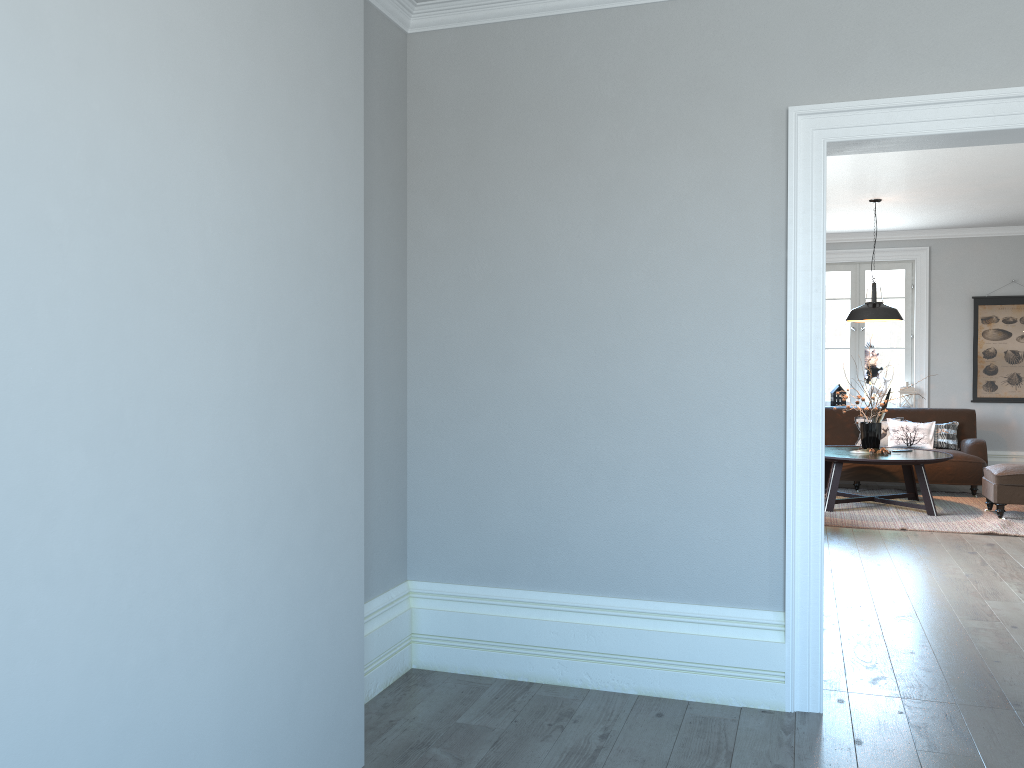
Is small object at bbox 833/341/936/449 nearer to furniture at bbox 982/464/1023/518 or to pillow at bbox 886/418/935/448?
furniture at bbox 982/464/1023/518

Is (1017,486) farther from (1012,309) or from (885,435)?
(1012,309)

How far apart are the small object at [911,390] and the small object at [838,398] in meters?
0.6 m

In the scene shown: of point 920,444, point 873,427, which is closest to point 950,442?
point 920,444

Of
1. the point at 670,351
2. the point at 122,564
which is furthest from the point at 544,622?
the point at 122,564

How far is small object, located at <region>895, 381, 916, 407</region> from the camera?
9.59m

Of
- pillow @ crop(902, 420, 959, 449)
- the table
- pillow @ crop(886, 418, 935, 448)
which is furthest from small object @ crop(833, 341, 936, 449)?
pillow @ crop(902, 420, 959, 449)

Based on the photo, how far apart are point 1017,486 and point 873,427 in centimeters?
121cm

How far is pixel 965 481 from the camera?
8.40m

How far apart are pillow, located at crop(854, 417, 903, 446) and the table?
0.9m
